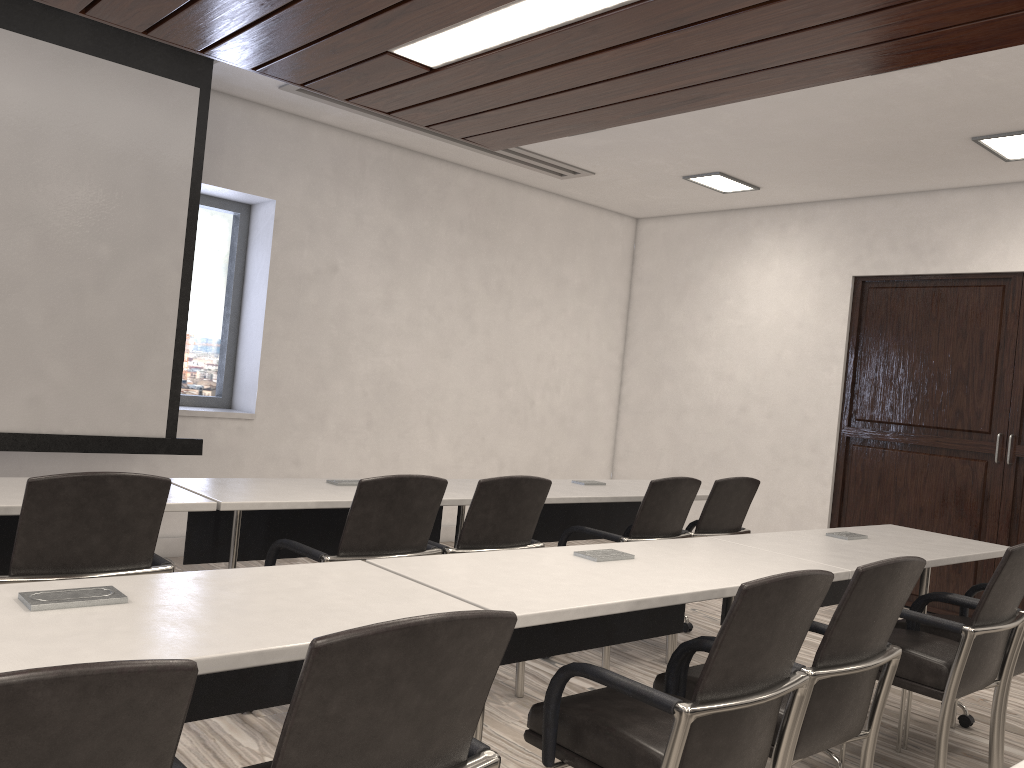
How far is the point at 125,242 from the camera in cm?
465

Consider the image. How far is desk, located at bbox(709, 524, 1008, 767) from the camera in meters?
3.2

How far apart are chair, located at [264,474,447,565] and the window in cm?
302

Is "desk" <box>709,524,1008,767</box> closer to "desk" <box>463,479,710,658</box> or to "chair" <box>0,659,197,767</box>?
"desk" <box>463,479,710,658</box>

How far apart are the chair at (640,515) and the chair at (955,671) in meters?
1.1 m

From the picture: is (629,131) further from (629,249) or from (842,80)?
(629,249)

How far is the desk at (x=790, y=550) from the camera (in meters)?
3.22

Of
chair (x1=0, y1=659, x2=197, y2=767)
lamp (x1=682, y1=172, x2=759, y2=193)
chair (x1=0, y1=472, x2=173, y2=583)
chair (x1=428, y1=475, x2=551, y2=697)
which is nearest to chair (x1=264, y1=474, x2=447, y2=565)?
chair (x1=428, y1=475, x2=551, y2=697)

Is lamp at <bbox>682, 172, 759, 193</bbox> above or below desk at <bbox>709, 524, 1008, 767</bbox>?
above

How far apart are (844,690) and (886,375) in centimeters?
455cm
